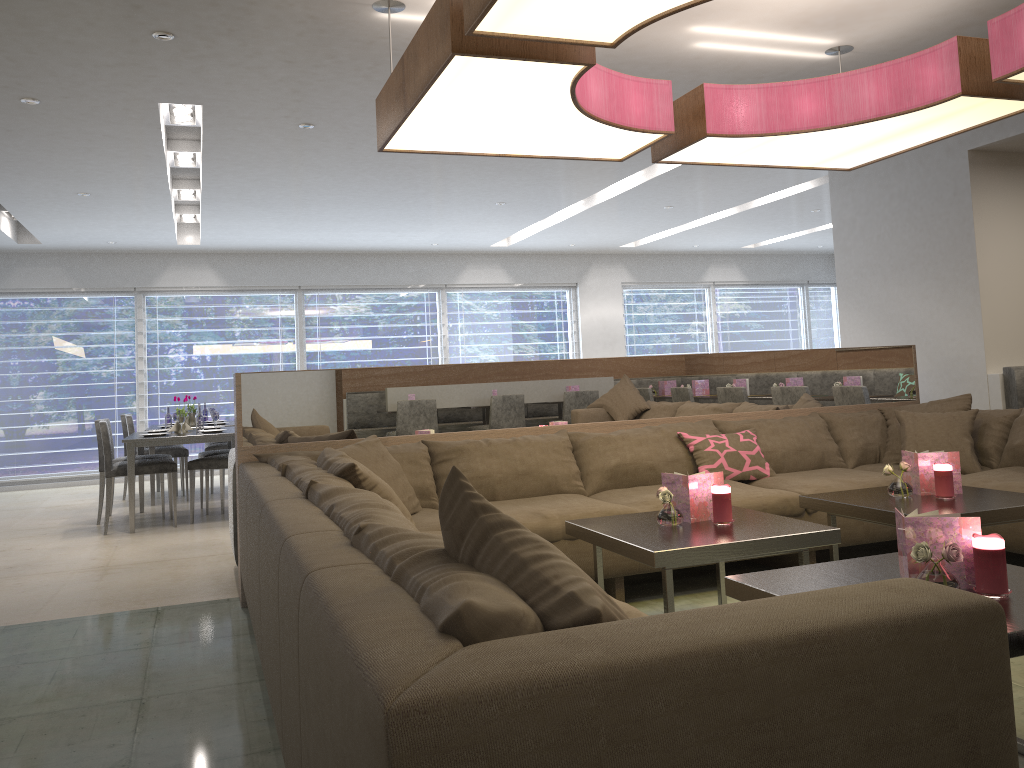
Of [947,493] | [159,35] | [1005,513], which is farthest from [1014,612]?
[159,35]

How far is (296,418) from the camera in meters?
4.0

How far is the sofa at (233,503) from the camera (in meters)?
4.08

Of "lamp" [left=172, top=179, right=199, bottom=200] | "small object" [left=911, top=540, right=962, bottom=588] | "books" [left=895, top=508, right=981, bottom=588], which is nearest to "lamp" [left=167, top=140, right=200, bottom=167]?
"lamp" [left=172, top=179, right=199, bottom=200]

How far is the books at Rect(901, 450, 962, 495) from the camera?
3.4m

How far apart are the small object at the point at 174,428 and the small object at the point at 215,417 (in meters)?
0.36

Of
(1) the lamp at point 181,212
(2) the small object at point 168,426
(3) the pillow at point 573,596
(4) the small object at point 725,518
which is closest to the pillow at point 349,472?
(4) the small object at point 725,518

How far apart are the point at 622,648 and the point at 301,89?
4.2 meters

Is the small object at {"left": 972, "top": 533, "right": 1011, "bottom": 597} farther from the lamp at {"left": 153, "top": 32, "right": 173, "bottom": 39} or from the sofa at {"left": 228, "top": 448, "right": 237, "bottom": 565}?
the lamp at {"left": 153, "top": 32, "right": 173, "bottom": 39}

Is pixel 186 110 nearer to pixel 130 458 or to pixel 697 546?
pixel 130 458
